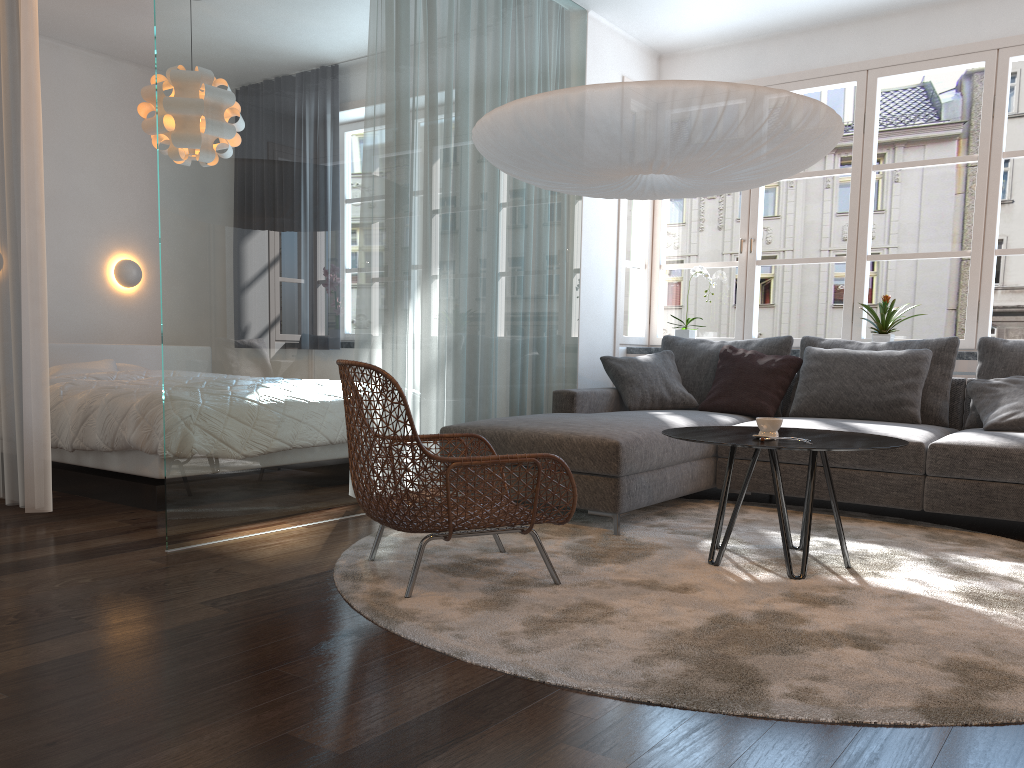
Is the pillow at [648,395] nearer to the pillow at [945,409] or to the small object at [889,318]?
the pillow at [945,409]

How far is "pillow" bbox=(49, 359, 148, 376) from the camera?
5.3m

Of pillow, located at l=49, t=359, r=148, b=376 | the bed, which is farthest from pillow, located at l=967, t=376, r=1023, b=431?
pillow, located at l=49, t=359, r=148, b=376

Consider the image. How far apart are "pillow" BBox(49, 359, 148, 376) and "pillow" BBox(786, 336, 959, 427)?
4.26m

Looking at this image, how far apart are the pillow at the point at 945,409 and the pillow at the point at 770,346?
0.1 meters

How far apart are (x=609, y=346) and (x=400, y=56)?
2.4 meters

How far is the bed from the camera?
4.0m

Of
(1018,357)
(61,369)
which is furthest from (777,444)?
(61,369)

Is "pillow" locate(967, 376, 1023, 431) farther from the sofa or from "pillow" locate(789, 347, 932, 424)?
"pillow" locate(789, 347, 932, 424)

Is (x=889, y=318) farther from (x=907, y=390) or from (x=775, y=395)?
(x=775, y=395)
